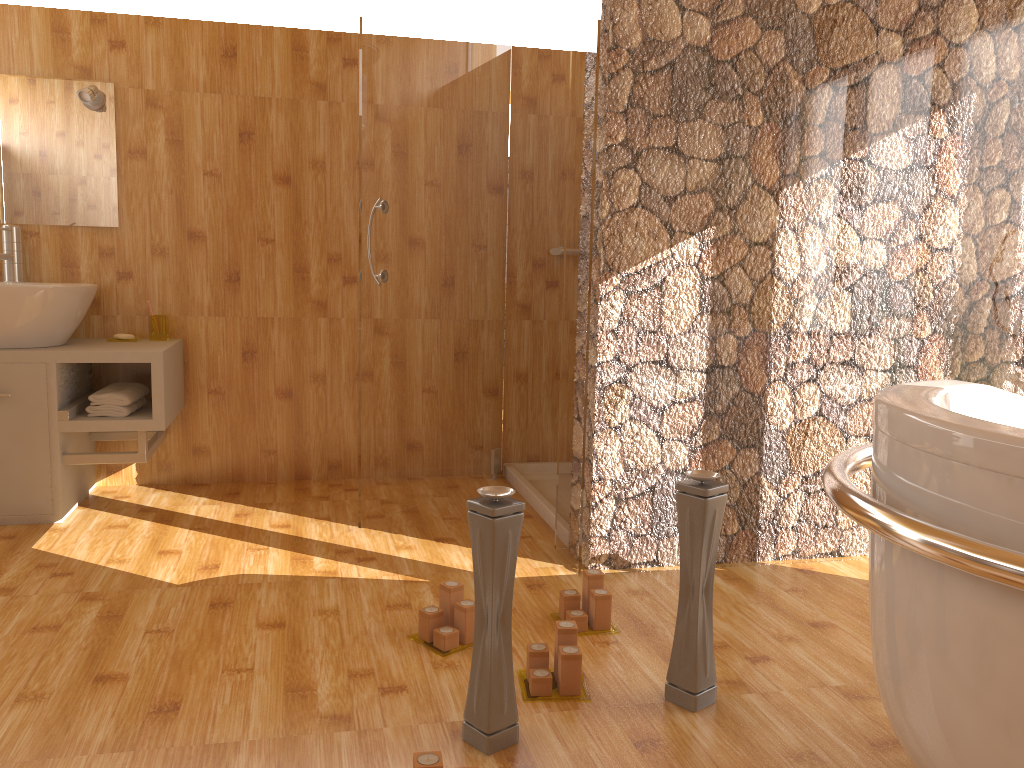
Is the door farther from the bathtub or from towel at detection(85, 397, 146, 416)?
the bathtub

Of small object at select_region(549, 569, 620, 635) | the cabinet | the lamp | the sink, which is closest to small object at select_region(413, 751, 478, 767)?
small object at select_region(549, 569, 620, 635)

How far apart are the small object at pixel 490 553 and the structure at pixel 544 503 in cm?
138

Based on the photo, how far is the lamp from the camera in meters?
3.1

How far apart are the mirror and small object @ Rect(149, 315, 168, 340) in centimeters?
39cm

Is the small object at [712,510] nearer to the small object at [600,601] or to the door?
the small object at [600,601]

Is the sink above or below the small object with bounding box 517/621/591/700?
above

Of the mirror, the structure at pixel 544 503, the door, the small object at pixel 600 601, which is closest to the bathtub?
the small object at pixel 600 601

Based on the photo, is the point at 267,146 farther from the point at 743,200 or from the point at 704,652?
the point at 704,652

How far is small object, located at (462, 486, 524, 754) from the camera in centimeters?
156cm
